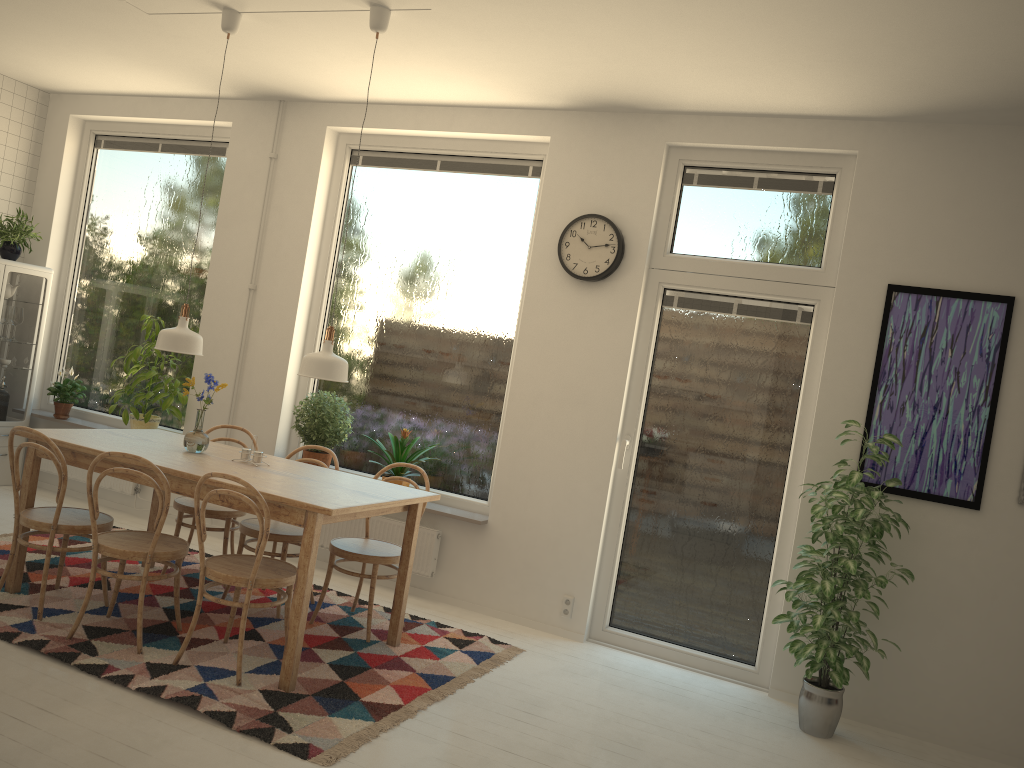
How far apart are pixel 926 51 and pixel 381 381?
3.5m

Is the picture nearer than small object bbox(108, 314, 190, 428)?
Yes

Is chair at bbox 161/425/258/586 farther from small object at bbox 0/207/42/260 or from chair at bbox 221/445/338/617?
small object at bbox 0/207/42/260

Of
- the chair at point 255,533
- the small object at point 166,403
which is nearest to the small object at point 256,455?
the chair at point 255,533

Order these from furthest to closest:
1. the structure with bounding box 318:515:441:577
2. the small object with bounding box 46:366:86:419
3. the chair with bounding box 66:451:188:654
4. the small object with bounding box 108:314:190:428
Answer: the small object with bounding box 46:366:86:419, the small object with bounding box 108:314:190:428, the structure with bounding box 318:515:441:577, the chair with bounding box 66:451:188:654

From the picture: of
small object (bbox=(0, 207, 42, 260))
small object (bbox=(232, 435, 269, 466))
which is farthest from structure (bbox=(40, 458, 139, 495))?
small object (bbox=(232, 435, 269, 466))

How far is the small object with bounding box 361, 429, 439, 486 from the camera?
5.2 meters

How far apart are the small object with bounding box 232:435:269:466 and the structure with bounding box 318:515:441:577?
1.2 meters

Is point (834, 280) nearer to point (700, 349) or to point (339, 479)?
point (700, 349)

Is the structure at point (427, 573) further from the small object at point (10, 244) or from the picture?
the small object at point (10, 244)
